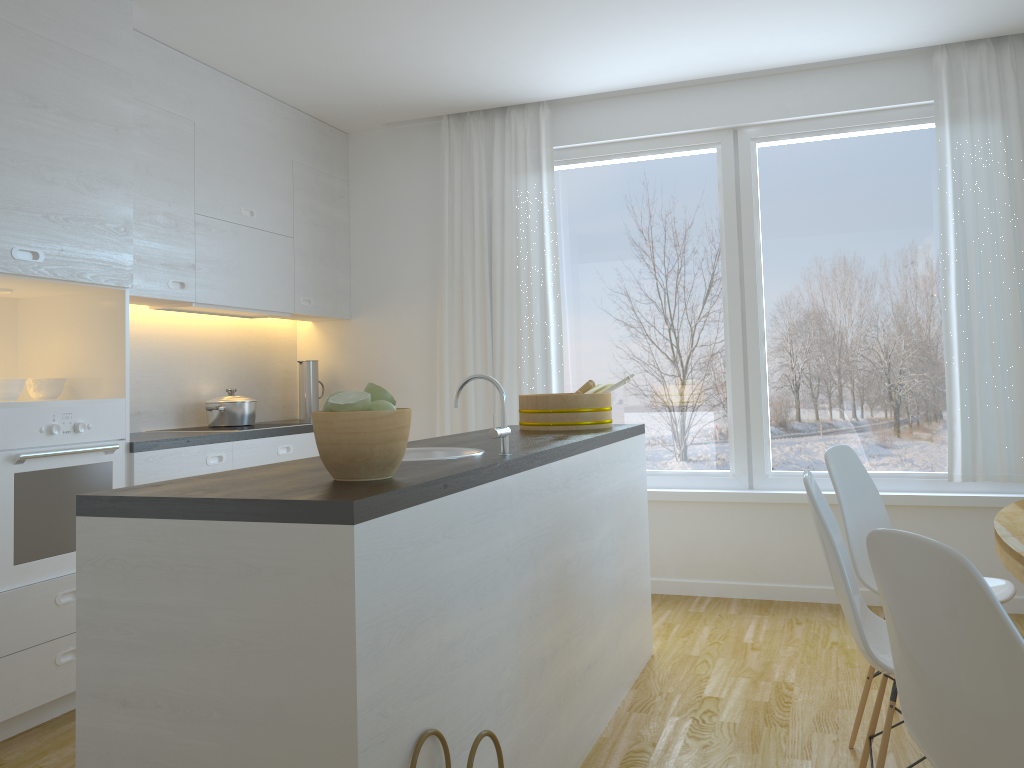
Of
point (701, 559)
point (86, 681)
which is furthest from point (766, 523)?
point (86, 681)

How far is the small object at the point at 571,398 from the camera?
3.4m

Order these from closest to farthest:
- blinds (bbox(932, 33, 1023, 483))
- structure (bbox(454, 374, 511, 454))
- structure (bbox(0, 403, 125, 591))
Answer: structure (bbox(454, 374, 511, 454)) → structure (bbox(0, 403, 125, 591)) → blinds (bbox(932, 33, 1023, 483))

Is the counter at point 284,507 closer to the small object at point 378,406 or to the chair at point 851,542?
the small object at point 378,406

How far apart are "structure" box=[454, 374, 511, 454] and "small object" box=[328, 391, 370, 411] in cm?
54

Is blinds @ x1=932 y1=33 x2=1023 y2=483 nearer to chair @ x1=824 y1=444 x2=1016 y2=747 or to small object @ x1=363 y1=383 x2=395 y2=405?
chair @ x1=824 y1=444 x2=1016 y2=747

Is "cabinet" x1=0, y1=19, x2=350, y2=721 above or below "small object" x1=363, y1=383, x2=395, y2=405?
above

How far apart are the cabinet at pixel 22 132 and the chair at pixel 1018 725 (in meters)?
2.72

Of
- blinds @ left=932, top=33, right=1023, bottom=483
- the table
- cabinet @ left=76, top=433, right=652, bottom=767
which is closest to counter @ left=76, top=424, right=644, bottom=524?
cabinet @ left=76, top=433, right=652, bottom=767

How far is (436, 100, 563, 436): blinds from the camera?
4.9m
